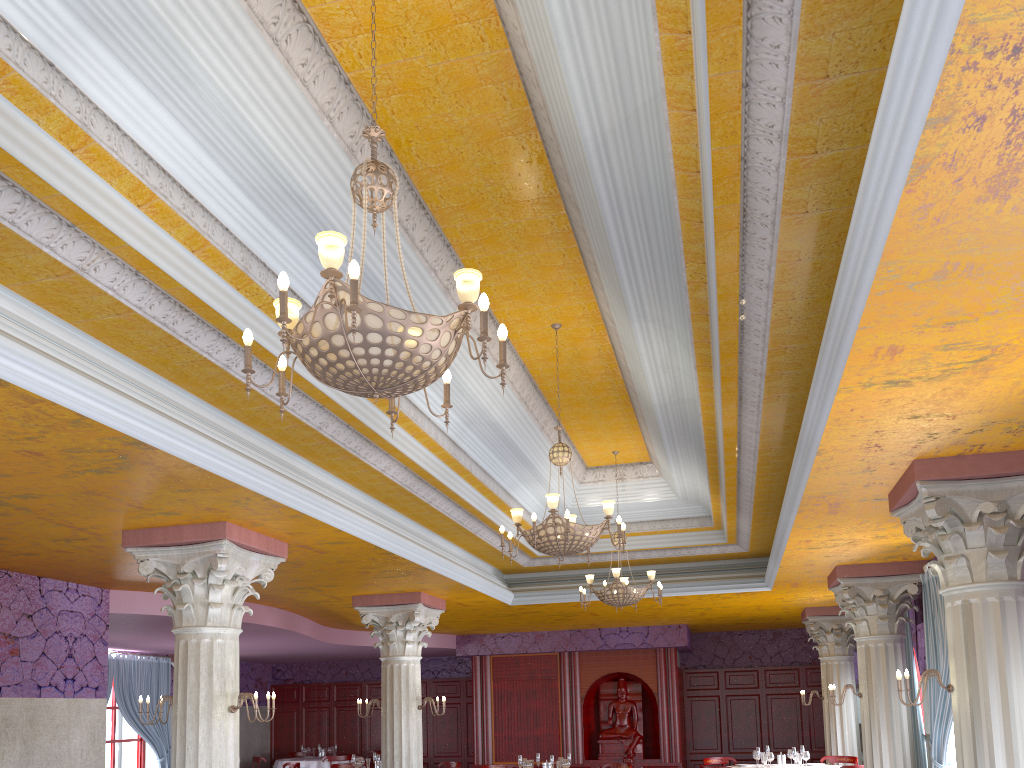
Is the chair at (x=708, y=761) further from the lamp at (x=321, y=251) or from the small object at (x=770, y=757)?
the lamp at (x=321, y=251)

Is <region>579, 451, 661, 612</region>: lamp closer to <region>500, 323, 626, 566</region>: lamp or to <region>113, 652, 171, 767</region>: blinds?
<region>500, 323, 626, 566</region>: lamp

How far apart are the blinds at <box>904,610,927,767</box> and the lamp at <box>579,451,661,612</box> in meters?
3.4

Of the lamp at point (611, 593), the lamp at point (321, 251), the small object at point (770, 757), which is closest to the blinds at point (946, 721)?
the lamp at point (611, 593)

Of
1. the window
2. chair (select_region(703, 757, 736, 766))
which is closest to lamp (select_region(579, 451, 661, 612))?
chair (select_region(703, 757, 736, 766))

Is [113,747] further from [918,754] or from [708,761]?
A: [918,754]

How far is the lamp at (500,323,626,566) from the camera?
7.0m

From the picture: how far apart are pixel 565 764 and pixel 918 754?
4.5m

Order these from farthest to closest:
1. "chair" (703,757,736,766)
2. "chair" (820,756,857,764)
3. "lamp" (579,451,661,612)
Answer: "chair" (703,757,736,766)
"chair" (820,756,857,764)
"lamp" (579,451,661,612)

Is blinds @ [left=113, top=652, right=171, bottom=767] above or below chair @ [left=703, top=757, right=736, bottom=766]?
above
